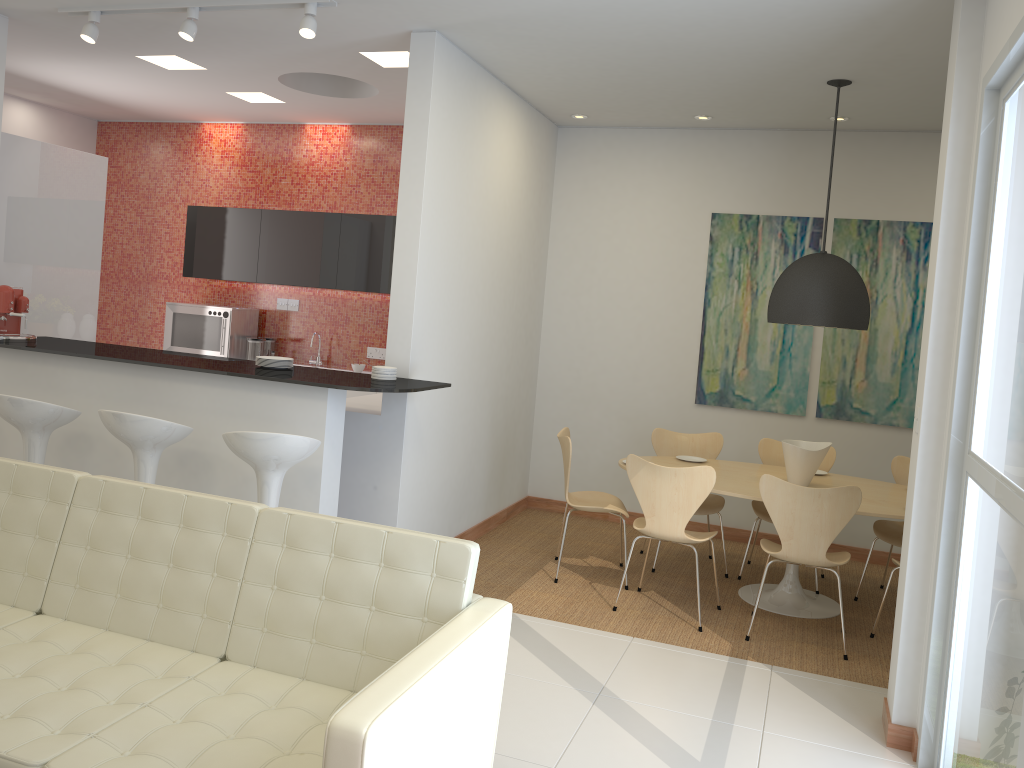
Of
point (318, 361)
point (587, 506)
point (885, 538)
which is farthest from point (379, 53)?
point (885, 538)

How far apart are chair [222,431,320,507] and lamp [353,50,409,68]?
2.66m

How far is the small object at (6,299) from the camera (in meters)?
5.21

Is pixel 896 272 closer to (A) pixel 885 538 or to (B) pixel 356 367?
(A) pixel 885 538

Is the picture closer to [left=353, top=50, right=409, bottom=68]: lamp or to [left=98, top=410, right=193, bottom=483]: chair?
[left=353, top=50, right=409, bottom=68]: lamp

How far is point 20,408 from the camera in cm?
449

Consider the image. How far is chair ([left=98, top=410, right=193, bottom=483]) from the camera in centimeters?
426cm

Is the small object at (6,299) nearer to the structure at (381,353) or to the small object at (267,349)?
the small object at (267,349)

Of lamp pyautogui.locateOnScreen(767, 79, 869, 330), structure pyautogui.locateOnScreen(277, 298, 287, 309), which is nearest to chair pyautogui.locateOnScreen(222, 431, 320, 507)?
lamp pyautogui.locateOnScreen(767, 79, 869, 330)

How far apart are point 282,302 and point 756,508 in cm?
466
